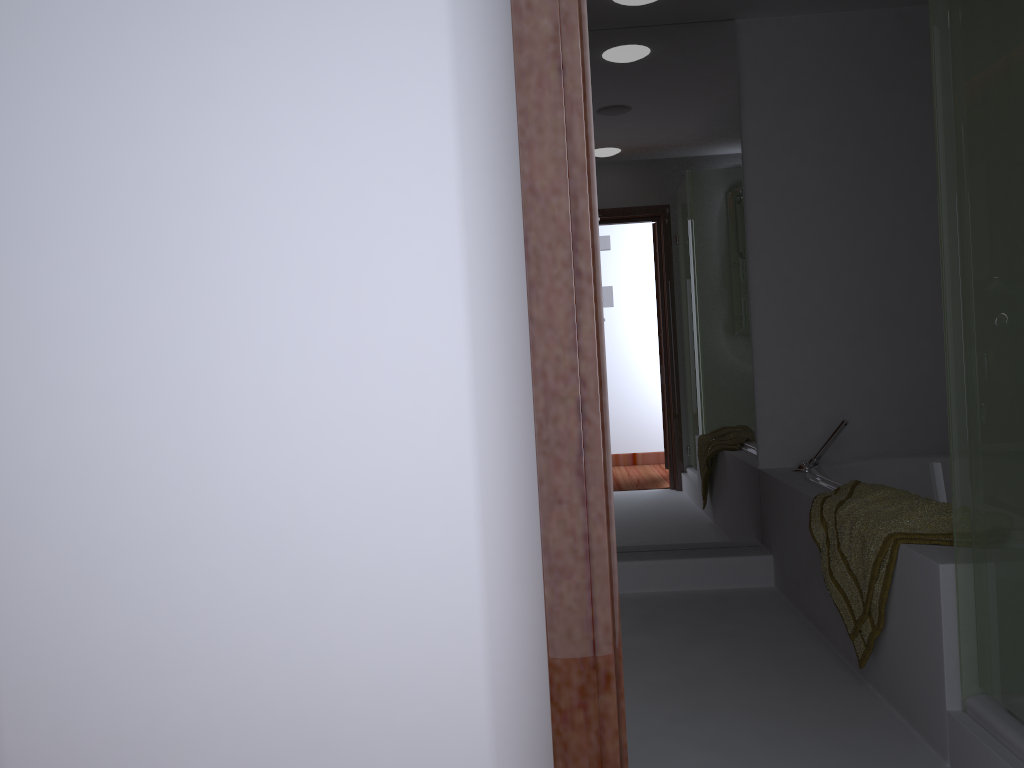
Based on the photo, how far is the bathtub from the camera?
3.2m

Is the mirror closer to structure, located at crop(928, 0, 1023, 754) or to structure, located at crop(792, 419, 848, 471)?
structure, located at crop(792, 419, 848, 471)

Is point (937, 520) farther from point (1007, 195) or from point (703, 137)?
point (703, 137)

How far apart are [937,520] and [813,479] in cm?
100

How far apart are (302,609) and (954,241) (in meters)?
1.57

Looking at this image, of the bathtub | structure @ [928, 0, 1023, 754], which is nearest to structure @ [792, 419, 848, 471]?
the bathtub

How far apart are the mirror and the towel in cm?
81

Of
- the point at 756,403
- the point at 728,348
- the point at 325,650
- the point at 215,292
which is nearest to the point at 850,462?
the point at 756,403

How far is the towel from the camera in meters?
2.2 m

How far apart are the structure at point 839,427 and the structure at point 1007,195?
1.54m
